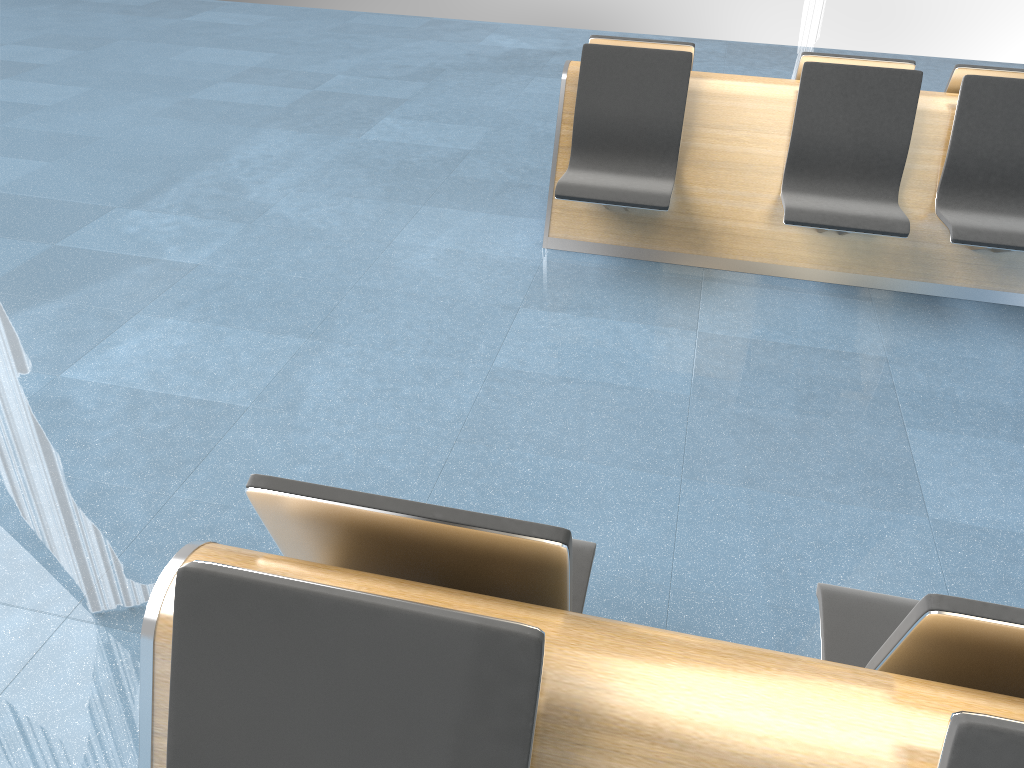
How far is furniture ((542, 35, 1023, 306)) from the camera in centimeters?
374cm

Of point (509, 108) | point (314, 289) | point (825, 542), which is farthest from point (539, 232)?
point (825, 542)

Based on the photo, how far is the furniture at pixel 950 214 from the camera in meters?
3.7 m

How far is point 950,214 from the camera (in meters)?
3.74

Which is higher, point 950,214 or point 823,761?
point 823,761

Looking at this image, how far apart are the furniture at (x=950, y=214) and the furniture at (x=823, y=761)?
2.16m

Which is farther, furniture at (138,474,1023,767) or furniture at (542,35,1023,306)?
furniture at (542,35,1023,306)

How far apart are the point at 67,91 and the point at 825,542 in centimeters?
608cm

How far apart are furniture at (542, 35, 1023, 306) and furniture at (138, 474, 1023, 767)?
2.2 meters

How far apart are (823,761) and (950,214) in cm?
324
